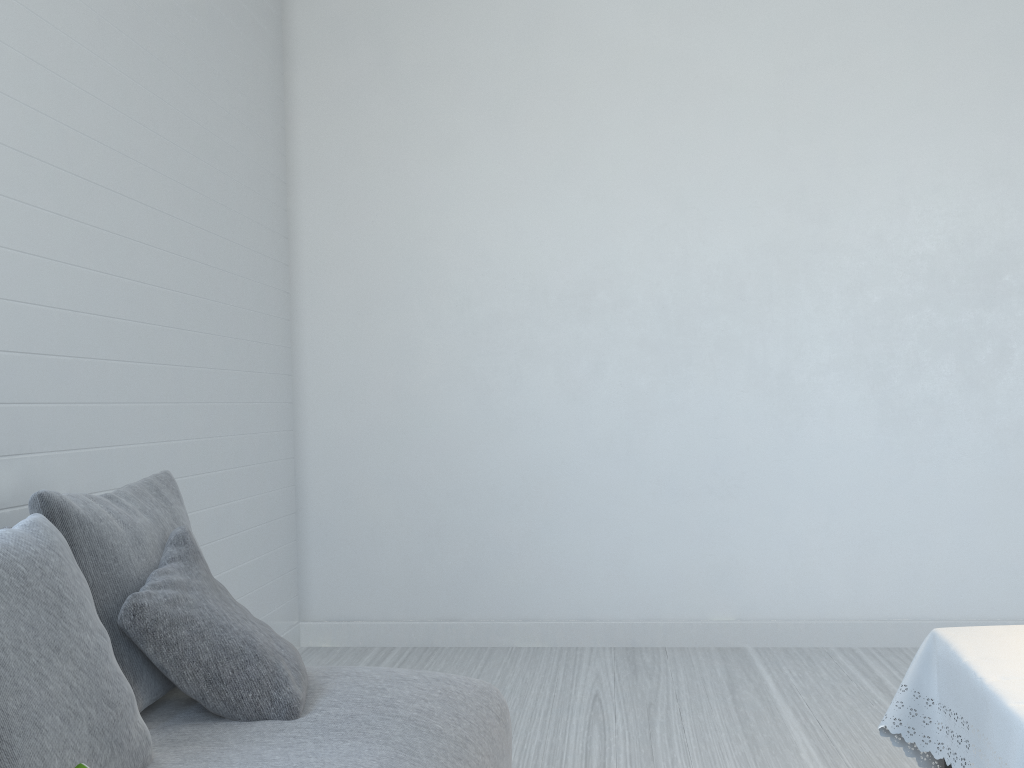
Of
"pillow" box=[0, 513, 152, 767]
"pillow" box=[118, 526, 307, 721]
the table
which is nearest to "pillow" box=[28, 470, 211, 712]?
"pillow" box=[118, 526, 307, 721]

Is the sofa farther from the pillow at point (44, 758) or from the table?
the table

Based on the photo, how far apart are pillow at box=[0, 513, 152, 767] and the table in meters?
1.6 m

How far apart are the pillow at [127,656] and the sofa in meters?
0.1 m

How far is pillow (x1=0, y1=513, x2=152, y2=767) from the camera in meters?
1.5

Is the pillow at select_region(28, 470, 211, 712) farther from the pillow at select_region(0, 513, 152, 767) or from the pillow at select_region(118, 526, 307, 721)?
the pillow at select_region(0, 513, 152, 767)

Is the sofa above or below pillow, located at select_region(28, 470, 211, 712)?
below

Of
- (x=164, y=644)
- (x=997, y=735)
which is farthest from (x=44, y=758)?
(x=997, y=735)

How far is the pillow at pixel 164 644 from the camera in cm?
207

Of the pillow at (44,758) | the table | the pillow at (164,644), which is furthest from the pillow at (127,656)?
the table
